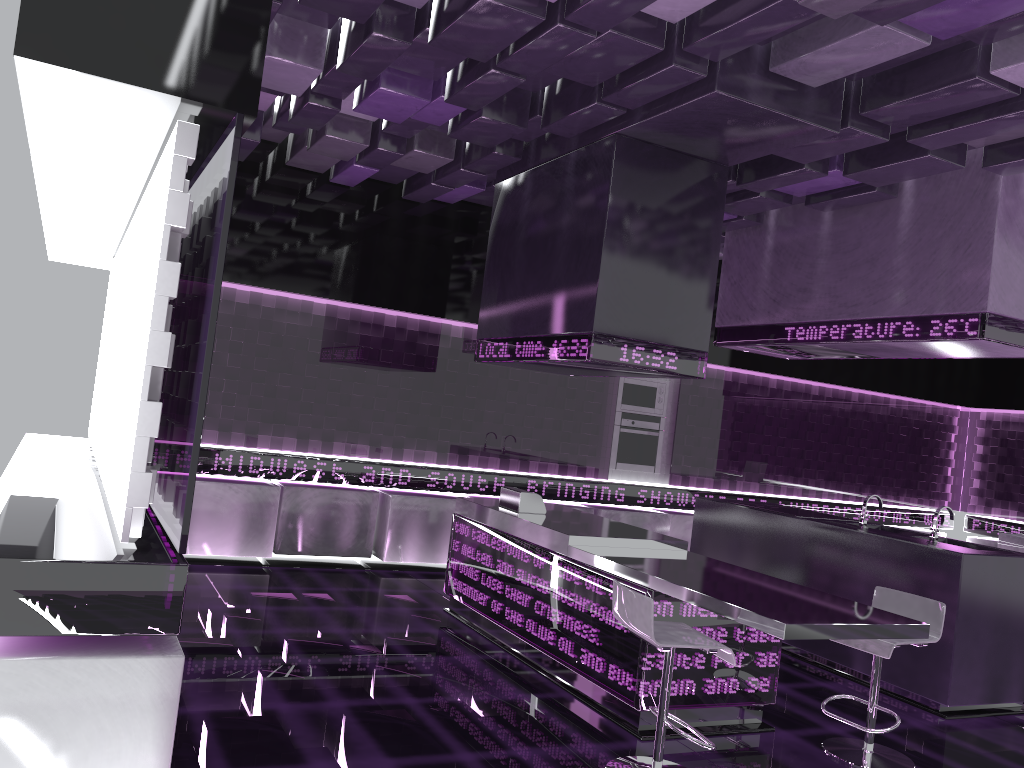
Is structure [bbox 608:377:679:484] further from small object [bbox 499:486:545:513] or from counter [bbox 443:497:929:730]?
small object [bbox 499:486:545:513]

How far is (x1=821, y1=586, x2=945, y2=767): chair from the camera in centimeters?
396cm

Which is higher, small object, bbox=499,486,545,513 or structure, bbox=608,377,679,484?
structure, bbox=608,377,679,484

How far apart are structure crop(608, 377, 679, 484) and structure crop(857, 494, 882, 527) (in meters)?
2.81

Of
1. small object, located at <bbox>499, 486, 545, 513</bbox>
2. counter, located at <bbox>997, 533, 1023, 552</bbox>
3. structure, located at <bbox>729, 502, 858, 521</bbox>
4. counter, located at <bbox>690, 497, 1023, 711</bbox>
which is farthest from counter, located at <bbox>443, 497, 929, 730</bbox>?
counter, located at <bbox>997, 533, 1023, 552</bbox>

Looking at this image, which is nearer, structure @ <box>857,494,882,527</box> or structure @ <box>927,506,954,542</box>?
structure @ <box>927,506,954,542</box>

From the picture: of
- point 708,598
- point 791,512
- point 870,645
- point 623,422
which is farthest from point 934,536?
point 623,422

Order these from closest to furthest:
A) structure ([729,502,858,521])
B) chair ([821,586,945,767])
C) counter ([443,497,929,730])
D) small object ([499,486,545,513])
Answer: counter ([443,497,929,730])
chair ([821,586,945,767])
small object ([499,486,545,513])
structure ([729,502,858,521])

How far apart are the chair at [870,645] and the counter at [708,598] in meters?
0.2

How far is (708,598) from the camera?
3.7m
